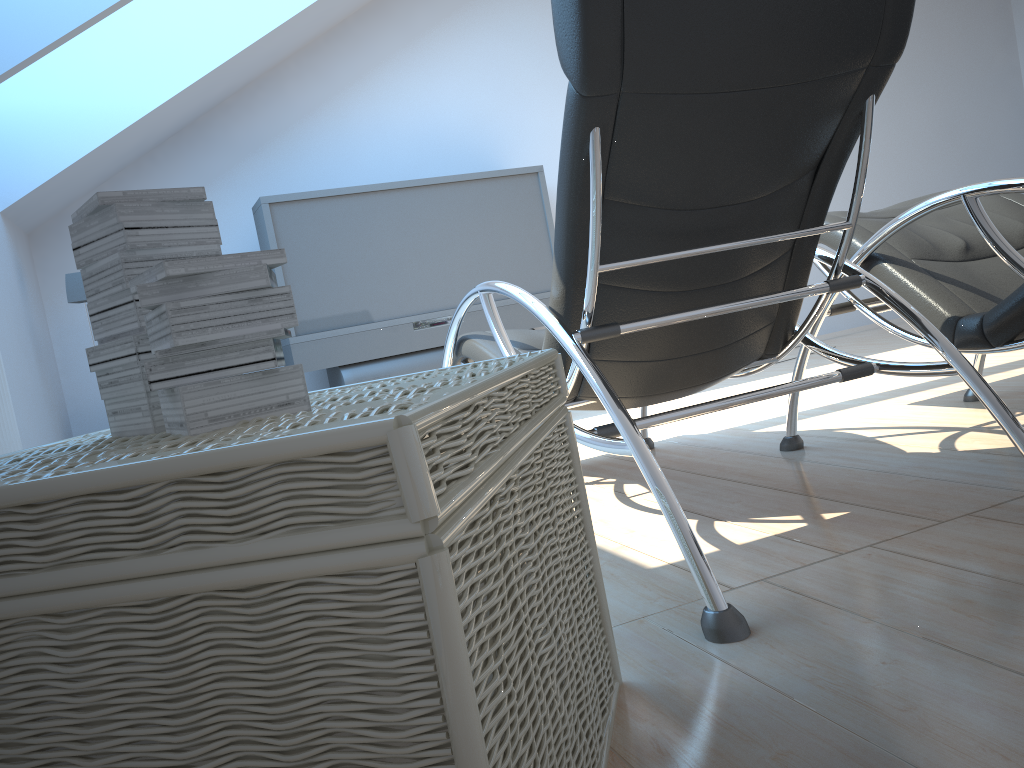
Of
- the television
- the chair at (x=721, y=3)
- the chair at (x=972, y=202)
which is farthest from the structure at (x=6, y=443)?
the chair at (x=972, y=202)

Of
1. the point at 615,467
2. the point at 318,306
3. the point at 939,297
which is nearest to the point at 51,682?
the point at 939,297

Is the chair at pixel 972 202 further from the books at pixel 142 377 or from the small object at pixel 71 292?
the small object at pixel 71 292

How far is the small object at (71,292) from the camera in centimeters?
426cm

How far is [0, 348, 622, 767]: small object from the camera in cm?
60

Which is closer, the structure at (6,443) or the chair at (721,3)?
the chair at (721,3)

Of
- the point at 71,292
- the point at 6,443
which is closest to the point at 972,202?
the point at 6,443

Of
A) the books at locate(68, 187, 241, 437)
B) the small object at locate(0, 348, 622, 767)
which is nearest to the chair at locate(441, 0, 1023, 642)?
the small object at locate(0, 348, 622, 767)

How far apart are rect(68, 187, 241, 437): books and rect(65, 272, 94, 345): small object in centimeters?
349cm

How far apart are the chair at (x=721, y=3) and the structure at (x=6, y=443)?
1.4 meters
